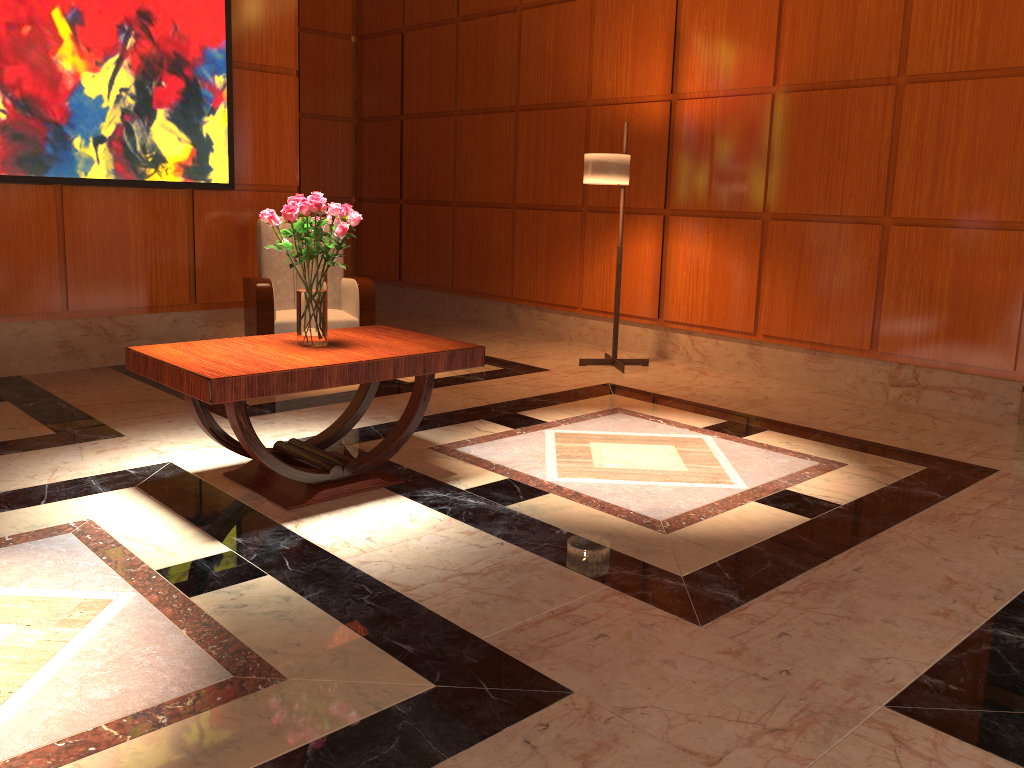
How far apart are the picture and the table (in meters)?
2.40

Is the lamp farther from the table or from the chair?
the table

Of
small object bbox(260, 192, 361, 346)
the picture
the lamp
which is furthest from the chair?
small object bbox(260, 192, 361, 346)

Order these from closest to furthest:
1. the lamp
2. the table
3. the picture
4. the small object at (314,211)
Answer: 1. the table
2. the small object at (314,211)
3. the picture
4. the lamp

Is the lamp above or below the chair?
above

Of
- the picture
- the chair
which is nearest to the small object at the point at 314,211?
the chair

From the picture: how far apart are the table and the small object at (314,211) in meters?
0.0 m

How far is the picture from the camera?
5.0m

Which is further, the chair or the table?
the chair

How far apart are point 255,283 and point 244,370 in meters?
2.5 m
